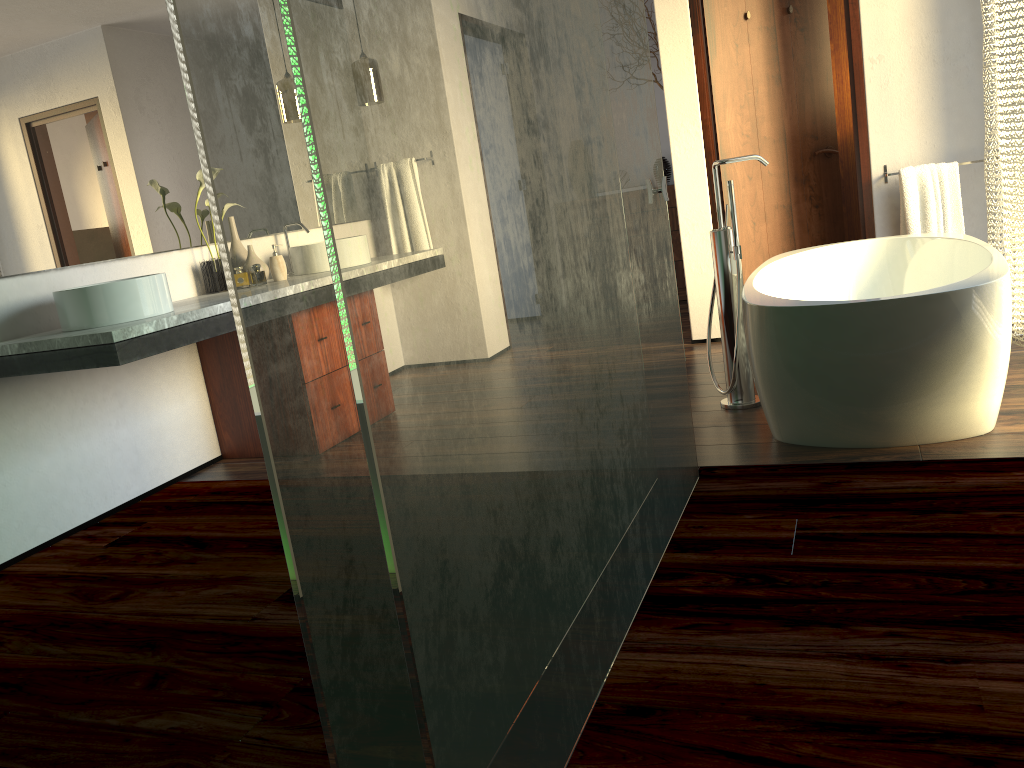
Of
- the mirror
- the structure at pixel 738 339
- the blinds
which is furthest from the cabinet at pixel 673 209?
the mirror

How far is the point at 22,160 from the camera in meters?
2.9 m

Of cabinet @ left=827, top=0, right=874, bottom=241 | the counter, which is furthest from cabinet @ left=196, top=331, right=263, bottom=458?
cabinet @ left=827, top=0, right=874, bottom=241

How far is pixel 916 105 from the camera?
4.0 meters

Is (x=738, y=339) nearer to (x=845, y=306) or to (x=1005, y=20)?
(x=845, y=306)

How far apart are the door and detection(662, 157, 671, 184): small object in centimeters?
174cm

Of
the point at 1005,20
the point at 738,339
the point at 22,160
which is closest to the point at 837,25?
the point at 1005,20

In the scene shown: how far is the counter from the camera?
2.5m

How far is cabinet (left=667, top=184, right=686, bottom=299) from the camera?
6.1 meters

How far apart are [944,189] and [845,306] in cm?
205
